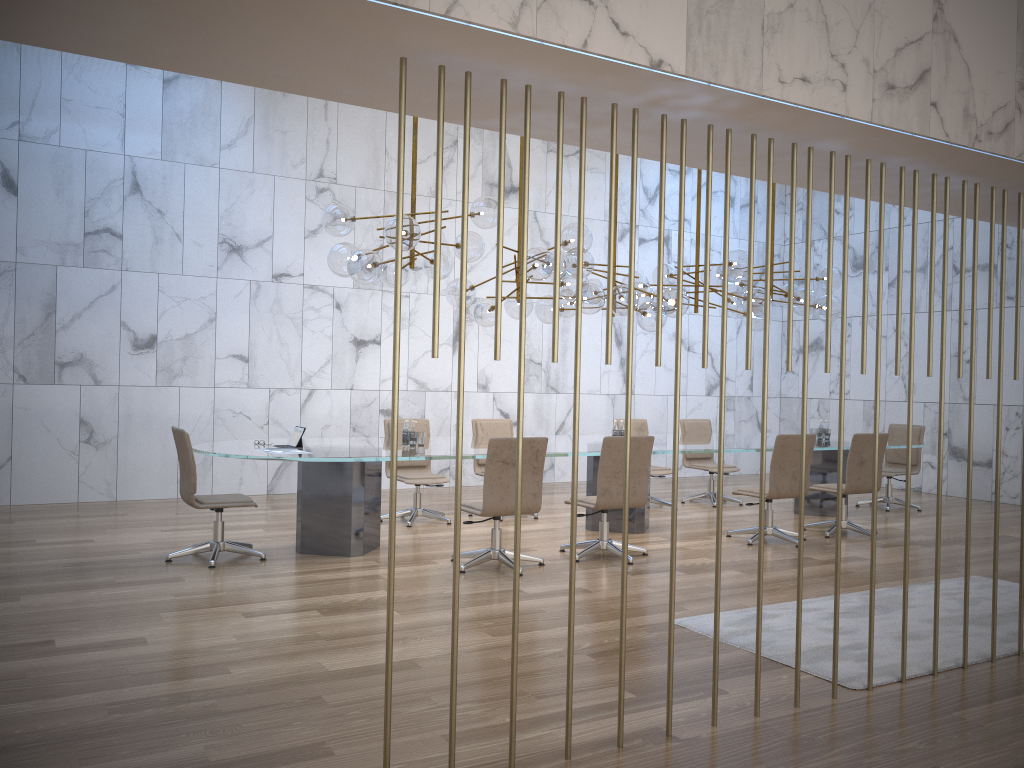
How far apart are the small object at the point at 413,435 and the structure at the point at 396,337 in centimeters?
421cm

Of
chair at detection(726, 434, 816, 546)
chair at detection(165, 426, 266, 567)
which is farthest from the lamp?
chair at detection(165, 426, 266, 567)

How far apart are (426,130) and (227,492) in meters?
5.1 m

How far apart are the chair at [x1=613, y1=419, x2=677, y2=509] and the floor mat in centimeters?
383cm

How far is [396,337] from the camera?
2.91m

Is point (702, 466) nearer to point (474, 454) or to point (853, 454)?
point (853, 454)

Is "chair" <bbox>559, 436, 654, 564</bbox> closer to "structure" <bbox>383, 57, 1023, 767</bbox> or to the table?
the table

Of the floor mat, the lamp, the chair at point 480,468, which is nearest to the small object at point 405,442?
the lamp

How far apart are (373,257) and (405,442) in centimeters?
160cm

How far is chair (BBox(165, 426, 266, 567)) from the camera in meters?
6.4
